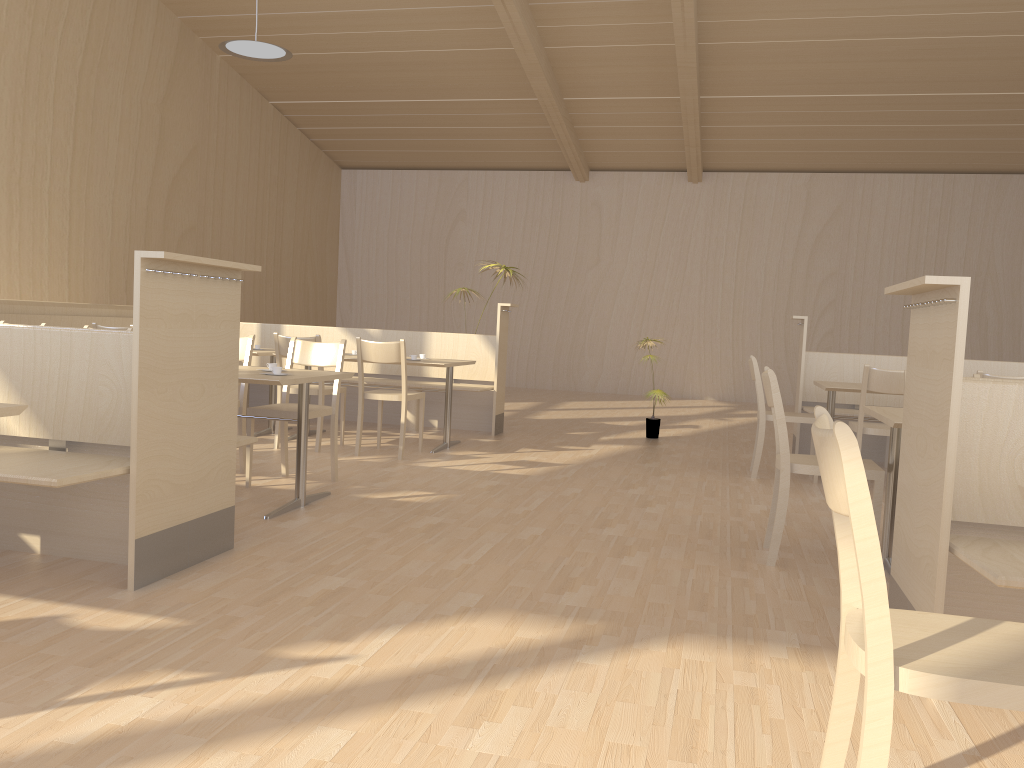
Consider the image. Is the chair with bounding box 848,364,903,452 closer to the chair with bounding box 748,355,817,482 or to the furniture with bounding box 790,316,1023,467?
the chair with bounding box 748,355,817,482

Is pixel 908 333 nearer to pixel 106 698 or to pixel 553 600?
pixel 553 600

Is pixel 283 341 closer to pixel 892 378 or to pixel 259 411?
pixel 259 411

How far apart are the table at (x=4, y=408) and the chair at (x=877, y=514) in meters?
2.6 m

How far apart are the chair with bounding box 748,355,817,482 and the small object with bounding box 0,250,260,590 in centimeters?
345cm

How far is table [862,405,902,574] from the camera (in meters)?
3.43

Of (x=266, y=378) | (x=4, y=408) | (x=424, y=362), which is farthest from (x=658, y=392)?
(x=4, y=408)

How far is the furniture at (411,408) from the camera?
7.4 meters

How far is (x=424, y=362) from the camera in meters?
6.1 m

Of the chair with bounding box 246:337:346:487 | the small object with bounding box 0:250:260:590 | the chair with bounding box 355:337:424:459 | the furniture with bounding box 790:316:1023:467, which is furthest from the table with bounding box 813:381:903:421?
the small object with bounding box 0:250:260:590
